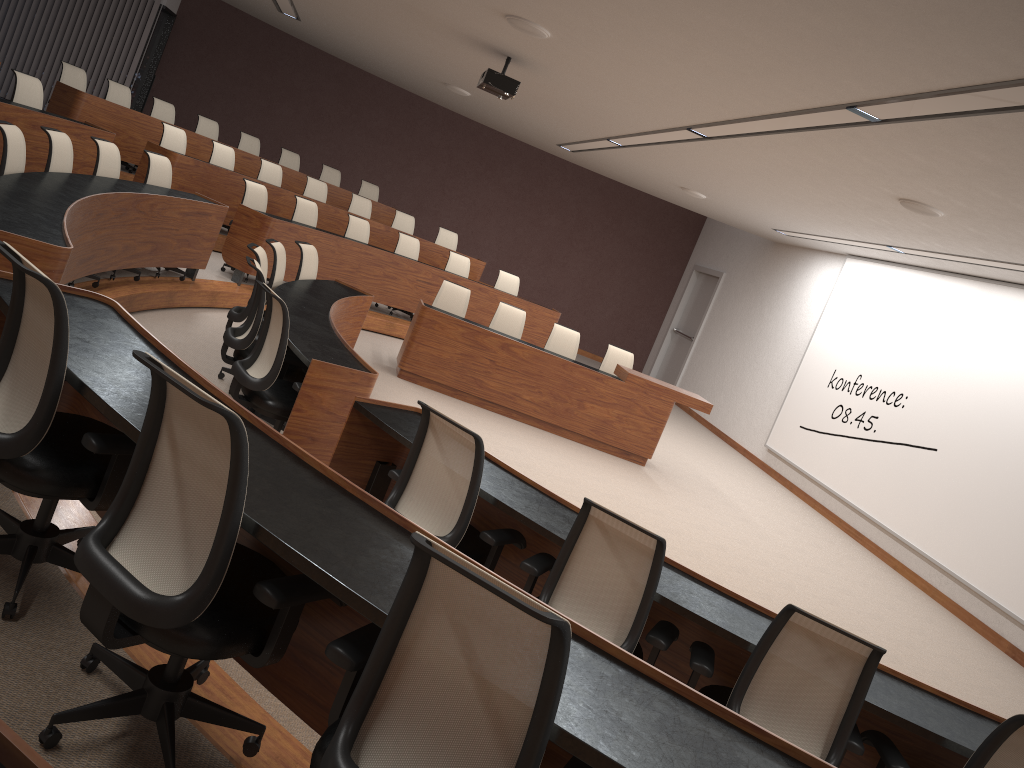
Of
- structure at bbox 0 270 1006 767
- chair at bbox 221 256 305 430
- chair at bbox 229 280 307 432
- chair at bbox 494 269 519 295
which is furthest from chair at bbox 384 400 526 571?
chair at bbox 494 269 519 295

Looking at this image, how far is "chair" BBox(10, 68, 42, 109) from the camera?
7.5 meters

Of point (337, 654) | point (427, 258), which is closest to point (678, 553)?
point (337, 654)

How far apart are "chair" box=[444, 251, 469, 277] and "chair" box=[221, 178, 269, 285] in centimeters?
278cm

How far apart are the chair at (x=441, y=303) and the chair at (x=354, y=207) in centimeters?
318cm

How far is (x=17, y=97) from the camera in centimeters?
753cm

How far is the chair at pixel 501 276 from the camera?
11.69m

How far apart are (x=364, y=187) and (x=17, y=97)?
6.2m

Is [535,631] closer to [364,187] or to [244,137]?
[244,137]

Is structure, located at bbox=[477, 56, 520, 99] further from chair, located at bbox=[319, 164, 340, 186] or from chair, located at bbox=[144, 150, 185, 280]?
chair, located at bbox=[319, 164, 340, 186]
